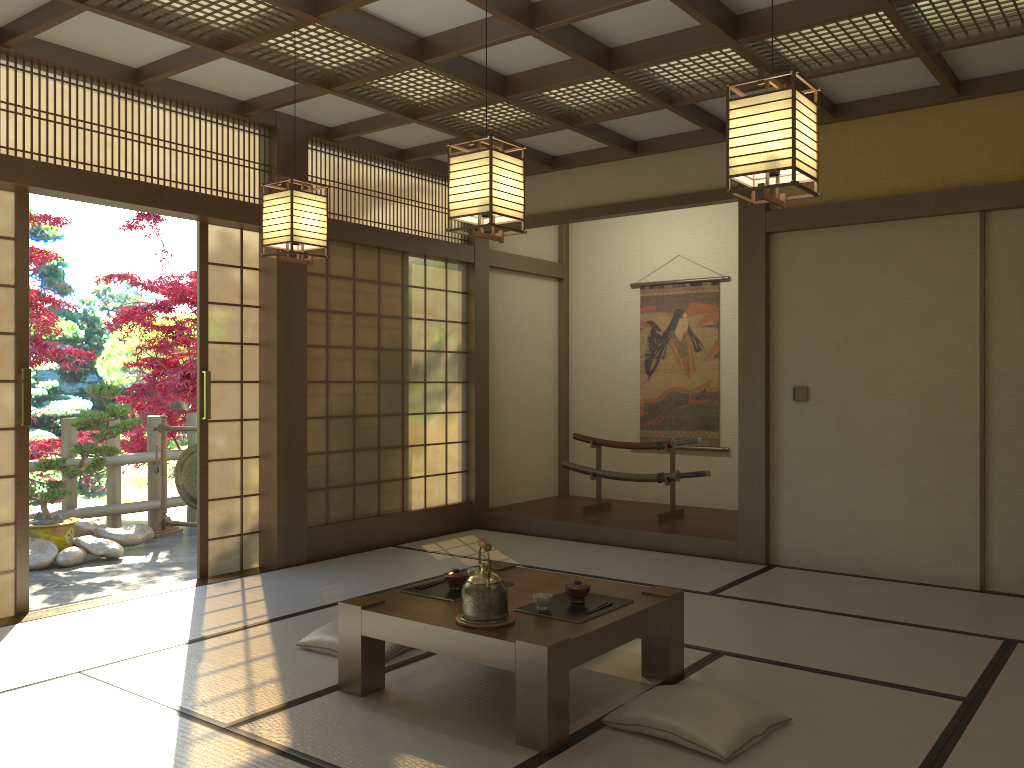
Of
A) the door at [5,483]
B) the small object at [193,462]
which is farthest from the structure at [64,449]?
the door at [5,483]

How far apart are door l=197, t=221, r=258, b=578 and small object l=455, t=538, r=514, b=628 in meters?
2.9 m

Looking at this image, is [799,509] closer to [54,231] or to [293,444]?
[293,444]

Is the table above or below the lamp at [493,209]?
below

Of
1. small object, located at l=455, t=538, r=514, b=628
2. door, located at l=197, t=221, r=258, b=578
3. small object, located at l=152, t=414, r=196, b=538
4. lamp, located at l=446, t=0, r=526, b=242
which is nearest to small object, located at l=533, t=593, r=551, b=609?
small object, located at l=455, t=538, r=514, b=628

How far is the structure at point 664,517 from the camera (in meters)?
6.98

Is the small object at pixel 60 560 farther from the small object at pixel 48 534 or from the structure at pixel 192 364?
the structure at pixel 192 364

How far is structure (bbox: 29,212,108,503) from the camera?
7.4m

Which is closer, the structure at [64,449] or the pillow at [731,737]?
the pillow at [731,737]

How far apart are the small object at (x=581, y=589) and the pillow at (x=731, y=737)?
0.4 meters
